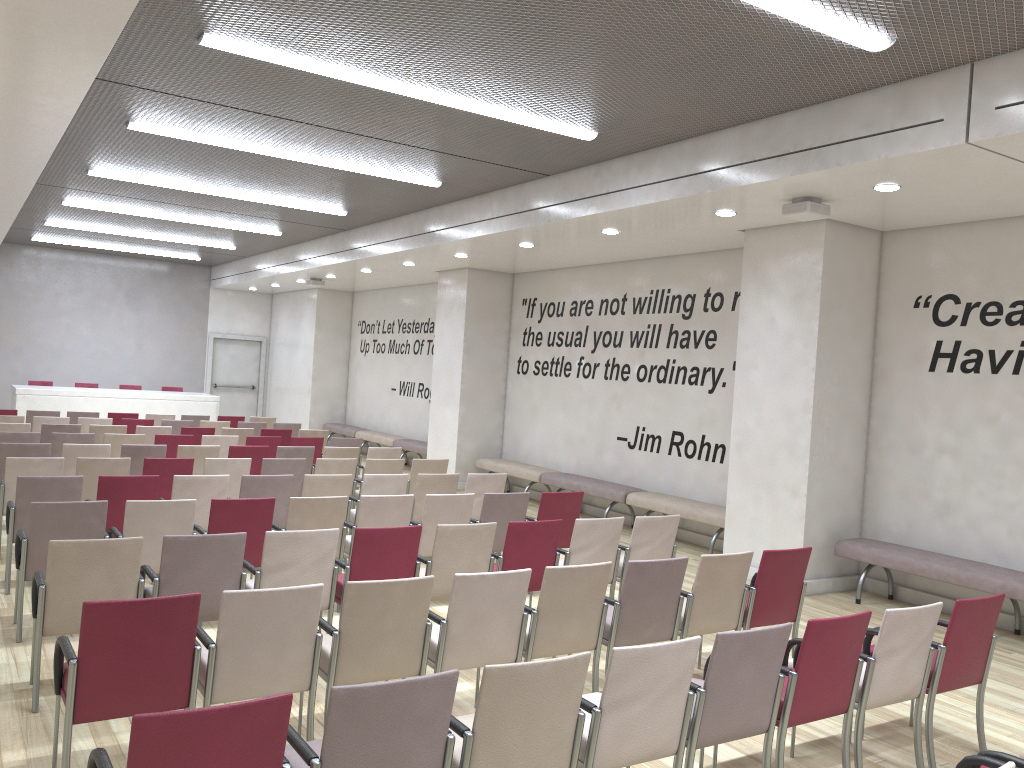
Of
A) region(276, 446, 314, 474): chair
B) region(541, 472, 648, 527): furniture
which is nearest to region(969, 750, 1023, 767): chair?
region(541, 472, 648, 527): furniture

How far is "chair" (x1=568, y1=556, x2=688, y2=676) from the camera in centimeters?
494cm

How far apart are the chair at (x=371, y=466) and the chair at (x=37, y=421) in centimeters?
545cm

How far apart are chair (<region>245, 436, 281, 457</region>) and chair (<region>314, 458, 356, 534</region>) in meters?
2.4 m

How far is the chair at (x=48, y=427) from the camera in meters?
11.0 m

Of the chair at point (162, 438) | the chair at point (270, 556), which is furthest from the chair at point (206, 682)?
the chair at point (162, 438)

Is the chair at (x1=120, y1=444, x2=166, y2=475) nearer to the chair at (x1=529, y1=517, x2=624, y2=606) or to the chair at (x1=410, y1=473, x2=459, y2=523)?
the chair at (x1=410, y1=473, x2=459, y2=523)

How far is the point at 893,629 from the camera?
4.2 meters

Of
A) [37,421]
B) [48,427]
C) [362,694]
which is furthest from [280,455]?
[362,694]

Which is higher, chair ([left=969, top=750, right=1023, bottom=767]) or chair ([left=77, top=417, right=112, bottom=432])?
chair ([left=77, top=417, right=112, bottom=432])
